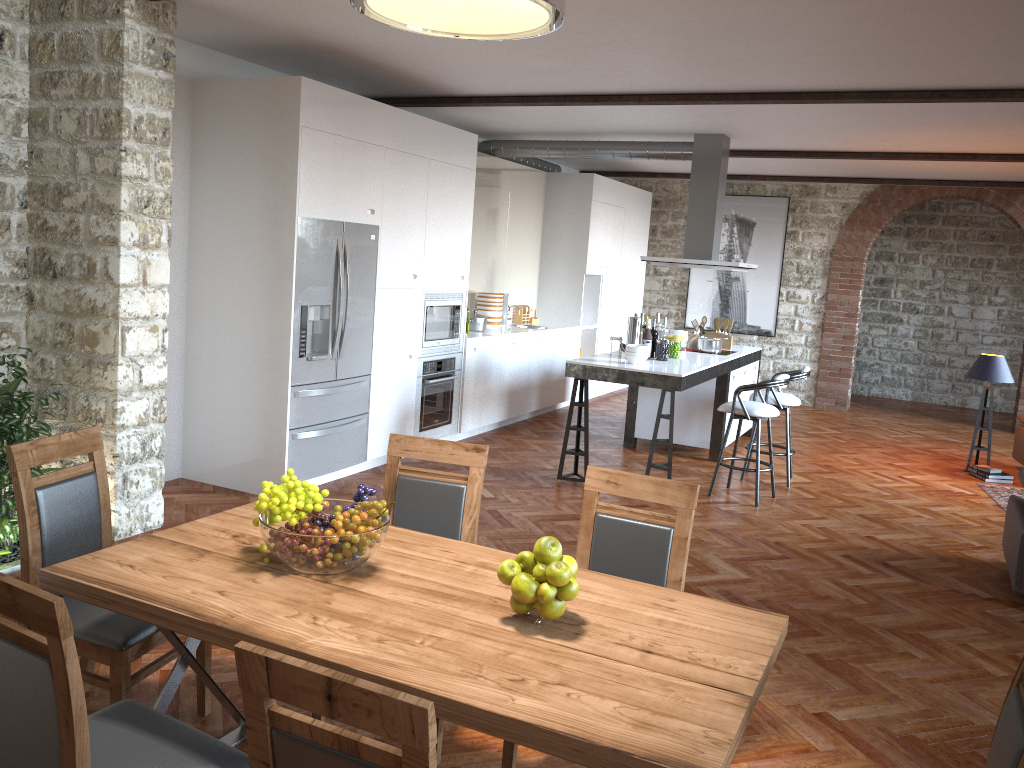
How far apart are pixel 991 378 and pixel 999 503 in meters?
1.4 m

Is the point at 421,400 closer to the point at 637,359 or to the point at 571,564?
the point at 637,359

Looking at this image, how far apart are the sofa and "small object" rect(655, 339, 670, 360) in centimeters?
386cm

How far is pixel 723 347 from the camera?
8.7 meters

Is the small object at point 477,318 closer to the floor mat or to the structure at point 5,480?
the structure at point 5,480

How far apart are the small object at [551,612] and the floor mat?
6.00m

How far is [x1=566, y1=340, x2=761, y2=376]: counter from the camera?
6.6 meters

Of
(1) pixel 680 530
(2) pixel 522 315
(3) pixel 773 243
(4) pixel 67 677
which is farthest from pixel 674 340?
(4) pixel 67 677

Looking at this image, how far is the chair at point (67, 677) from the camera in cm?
170

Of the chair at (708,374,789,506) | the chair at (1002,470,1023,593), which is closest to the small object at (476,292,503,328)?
the chair at (708,374,789,506)
